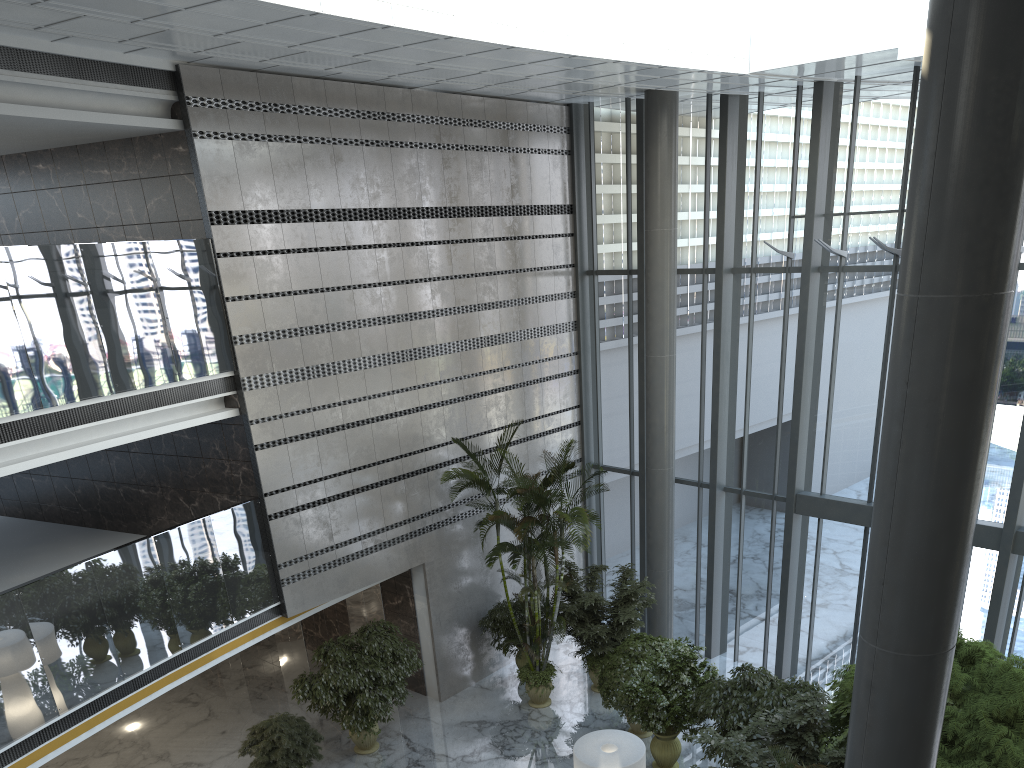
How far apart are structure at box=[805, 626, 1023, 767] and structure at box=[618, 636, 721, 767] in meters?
1.6

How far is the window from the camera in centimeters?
1203cm

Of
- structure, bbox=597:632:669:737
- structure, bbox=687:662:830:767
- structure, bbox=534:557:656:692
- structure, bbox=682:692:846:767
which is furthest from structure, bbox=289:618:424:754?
structure, bbox=682:692:846:767

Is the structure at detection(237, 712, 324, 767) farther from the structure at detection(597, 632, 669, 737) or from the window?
the window

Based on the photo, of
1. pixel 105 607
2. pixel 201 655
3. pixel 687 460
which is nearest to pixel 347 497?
pixel 201 655

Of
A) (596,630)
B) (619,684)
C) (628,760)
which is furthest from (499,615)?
(628,760)

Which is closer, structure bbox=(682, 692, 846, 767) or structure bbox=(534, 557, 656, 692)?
structure bbox=(682, 692, 846, 767)

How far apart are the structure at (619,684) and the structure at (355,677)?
2.60m

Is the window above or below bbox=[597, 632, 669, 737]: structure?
above

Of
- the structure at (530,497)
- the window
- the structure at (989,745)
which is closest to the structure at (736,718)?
the structure at (989,745)
